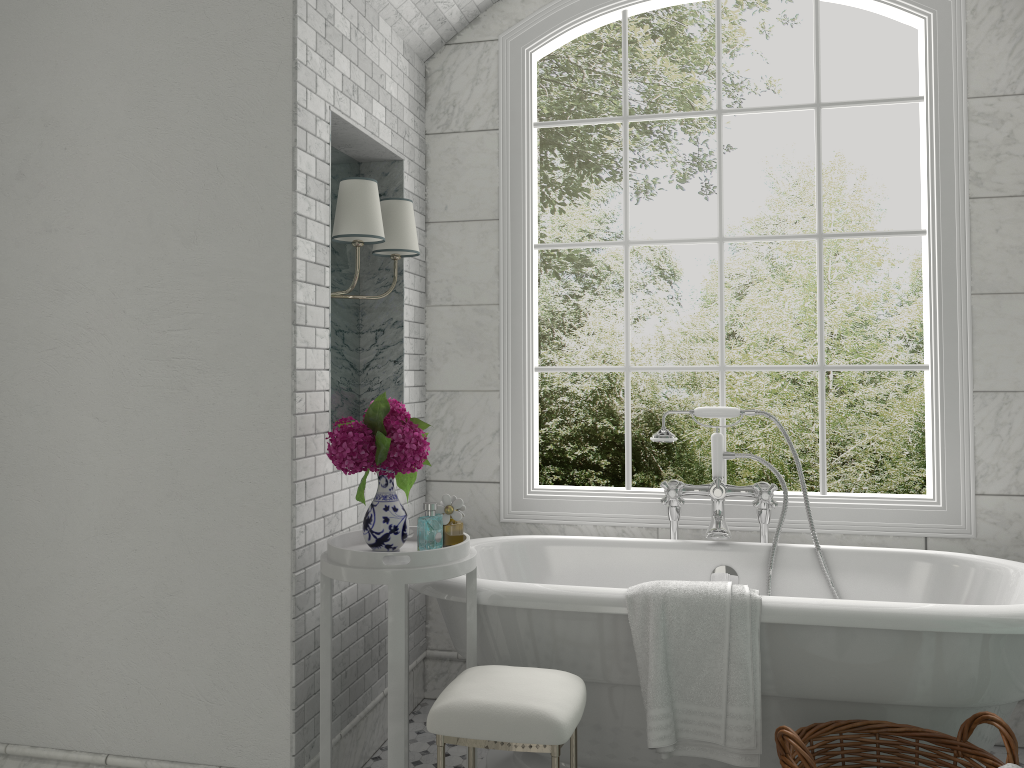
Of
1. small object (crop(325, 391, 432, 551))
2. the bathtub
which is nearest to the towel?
the bathtub

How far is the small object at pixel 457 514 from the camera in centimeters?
260cm

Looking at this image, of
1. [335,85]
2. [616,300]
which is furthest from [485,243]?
[616,300]

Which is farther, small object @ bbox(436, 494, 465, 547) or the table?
small object @ bbox(436, 494, 465, 547)

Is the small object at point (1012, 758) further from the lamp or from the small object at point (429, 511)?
the lamp

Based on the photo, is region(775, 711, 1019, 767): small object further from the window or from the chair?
the window

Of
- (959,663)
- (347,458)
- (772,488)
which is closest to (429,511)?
(347,458)

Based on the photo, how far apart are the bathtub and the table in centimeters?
4cm

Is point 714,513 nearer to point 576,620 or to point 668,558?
point 668,558

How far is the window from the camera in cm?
334
